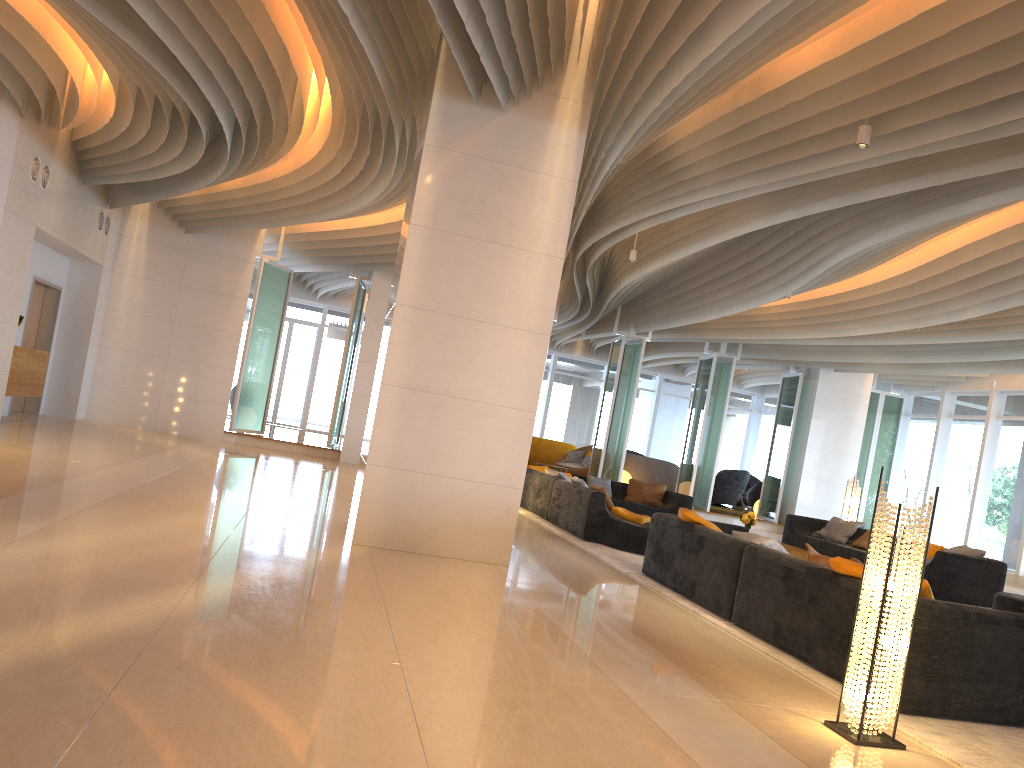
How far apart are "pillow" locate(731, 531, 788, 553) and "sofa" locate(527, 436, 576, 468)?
14.79m

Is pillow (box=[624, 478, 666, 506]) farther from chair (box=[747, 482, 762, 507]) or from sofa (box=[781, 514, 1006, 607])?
chair (box=[747, 482, 762, 507])

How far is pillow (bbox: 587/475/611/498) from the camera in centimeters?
1422cm

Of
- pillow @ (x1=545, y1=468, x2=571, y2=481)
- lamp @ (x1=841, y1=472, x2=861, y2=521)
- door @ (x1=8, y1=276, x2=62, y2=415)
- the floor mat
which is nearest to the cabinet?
door @ (x1=8, y1=276, x2=62, y2=415)

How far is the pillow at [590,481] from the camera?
14.2m

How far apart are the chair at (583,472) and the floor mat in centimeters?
773cm

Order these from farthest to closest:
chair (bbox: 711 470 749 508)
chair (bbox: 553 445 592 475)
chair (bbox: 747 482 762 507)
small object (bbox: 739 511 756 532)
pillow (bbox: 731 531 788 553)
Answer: chair (bbox: 747 482 762 507), chair (bbox: 711 470 749 508), chair (bbox: 553 445 592 475), small object (bbox: 739 511 756 532), pillow (bbox: 731 531 788 553)

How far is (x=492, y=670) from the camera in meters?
3.9

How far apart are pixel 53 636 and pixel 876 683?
3.4 meters

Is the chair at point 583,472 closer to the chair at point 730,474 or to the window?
the chair at point 730,474
